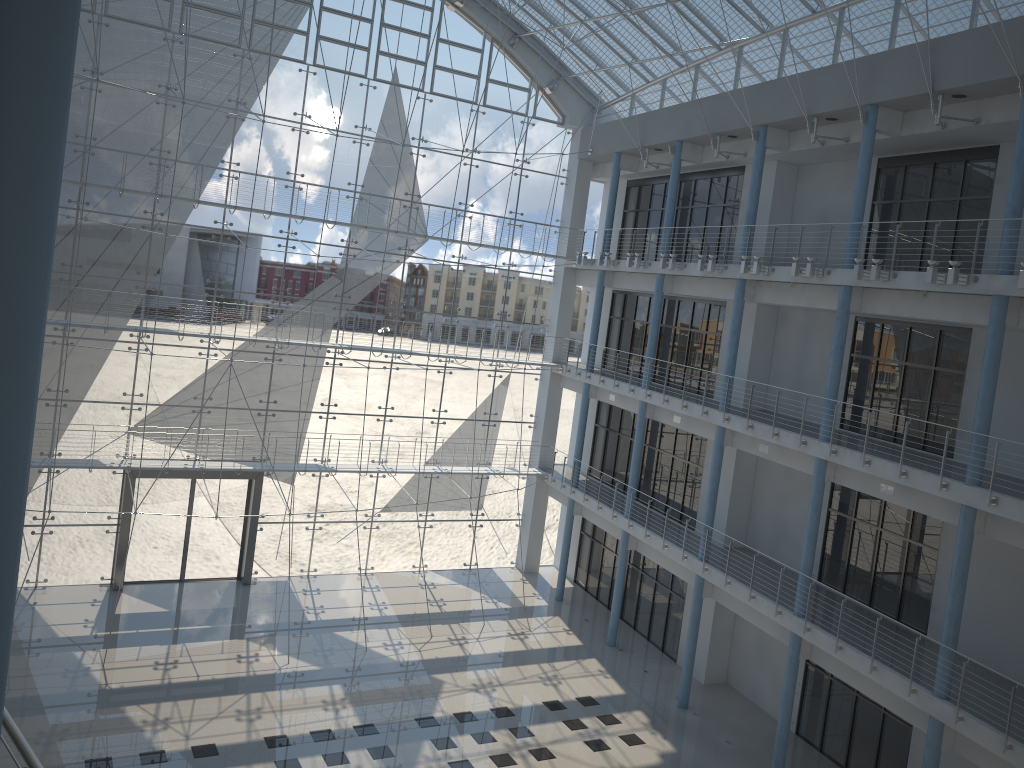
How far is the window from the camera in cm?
339

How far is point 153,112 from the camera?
3.4 meters

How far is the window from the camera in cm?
339
